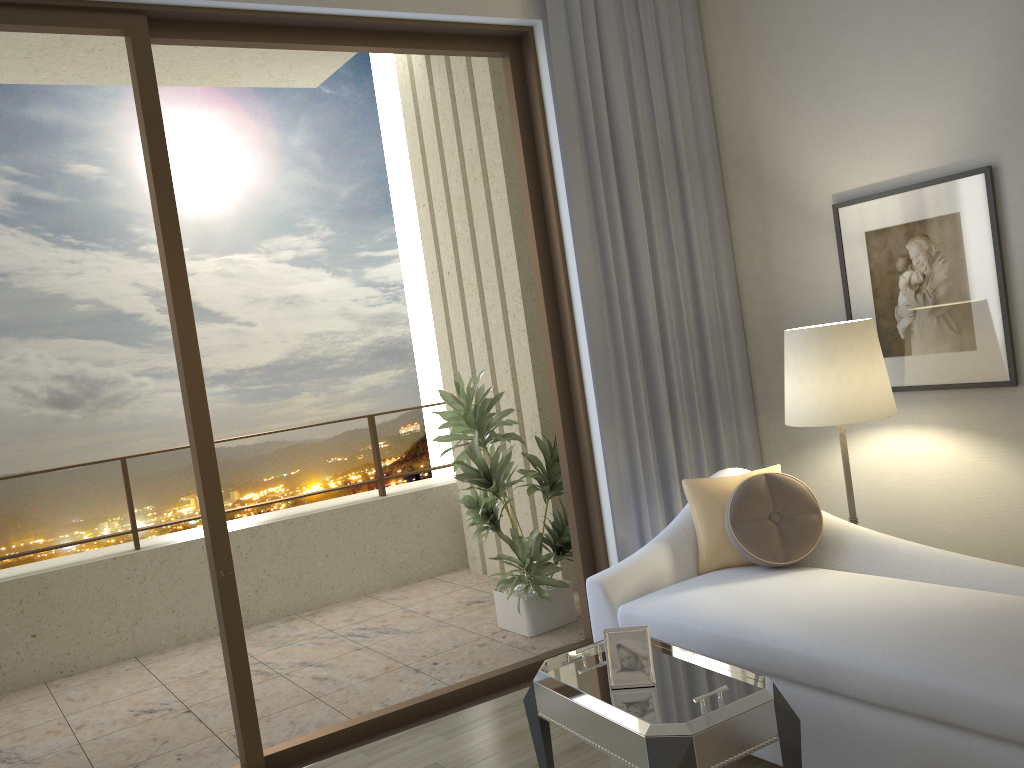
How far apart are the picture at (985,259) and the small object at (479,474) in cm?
160

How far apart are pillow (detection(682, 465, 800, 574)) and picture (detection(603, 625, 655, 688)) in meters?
1.0 m

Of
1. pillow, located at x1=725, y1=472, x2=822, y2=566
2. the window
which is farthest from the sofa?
the window

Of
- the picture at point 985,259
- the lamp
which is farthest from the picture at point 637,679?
the picture at point 985,259

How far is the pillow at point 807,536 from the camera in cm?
306

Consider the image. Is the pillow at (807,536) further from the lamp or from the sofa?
the lamp

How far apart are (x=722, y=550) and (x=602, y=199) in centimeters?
153cm

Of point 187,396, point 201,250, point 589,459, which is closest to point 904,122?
point 589,459

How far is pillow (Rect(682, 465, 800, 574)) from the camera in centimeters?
321cm

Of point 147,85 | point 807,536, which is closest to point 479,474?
point 807,536
